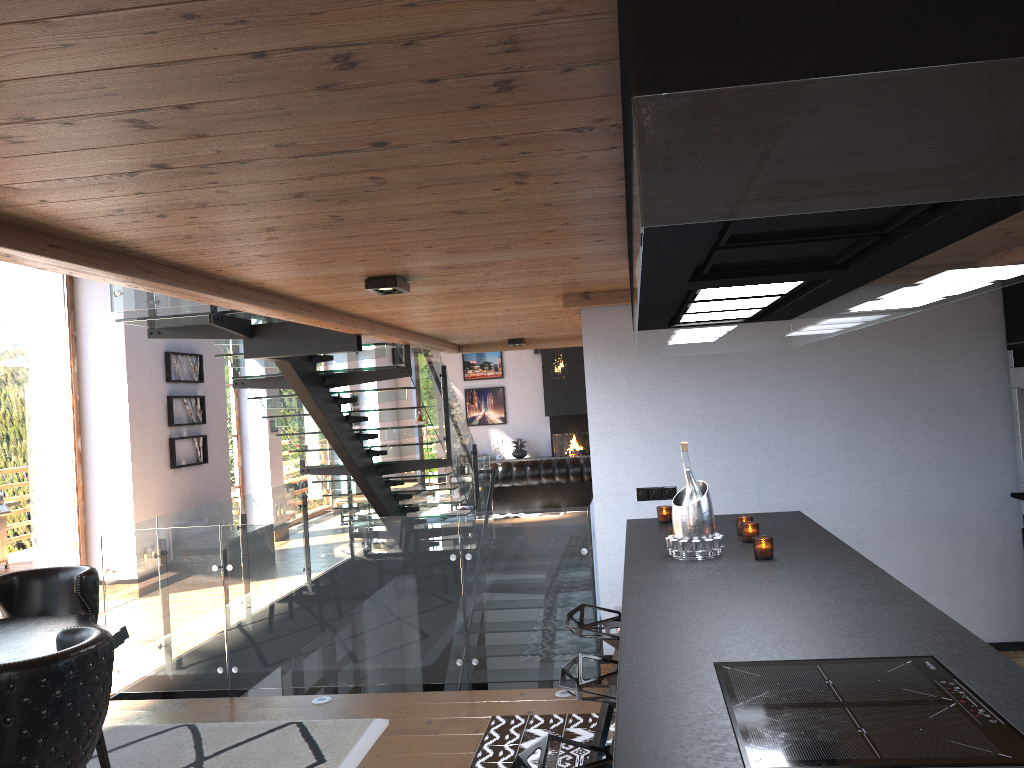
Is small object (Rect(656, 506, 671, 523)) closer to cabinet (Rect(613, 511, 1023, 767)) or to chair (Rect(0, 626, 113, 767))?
cabinet (Rect(613, 511, 1023, 767))

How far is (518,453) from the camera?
18.8m

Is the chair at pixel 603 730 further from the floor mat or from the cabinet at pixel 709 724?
the floor mat

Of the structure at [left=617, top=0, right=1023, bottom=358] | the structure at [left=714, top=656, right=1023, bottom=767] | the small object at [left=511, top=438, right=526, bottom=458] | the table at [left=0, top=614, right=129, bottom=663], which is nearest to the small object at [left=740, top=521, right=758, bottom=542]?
the structure at [left=617, top=0, right=1023, bottom=358]

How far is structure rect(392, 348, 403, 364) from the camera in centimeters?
1942cm

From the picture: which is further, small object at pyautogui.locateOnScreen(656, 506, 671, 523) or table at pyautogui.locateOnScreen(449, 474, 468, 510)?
table at pyautogui.locateOnScreen(449, 474, 468, 510)

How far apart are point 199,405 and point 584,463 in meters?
5.7

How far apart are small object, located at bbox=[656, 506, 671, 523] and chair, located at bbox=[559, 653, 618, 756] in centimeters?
135cm

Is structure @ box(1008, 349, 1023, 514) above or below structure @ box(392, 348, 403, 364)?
below

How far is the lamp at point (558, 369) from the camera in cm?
1587
